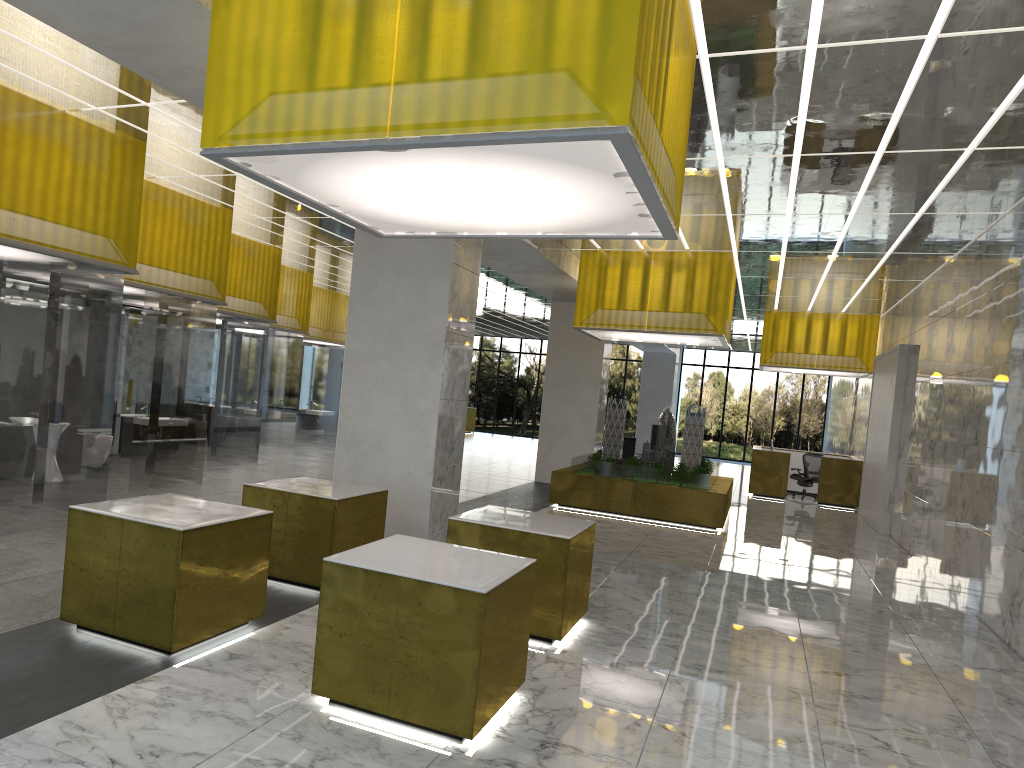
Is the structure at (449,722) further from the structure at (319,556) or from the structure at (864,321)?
the structure at (864,321)

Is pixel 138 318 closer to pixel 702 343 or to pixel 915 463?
pixel 702 343

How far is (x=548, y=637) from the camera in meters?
9.0 m

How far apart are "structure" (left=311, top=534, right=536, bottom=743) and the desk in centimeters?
2328cm

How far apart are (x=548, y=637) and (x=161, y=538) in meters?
4.0

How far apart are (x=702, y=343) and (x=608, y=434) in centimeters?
333cm

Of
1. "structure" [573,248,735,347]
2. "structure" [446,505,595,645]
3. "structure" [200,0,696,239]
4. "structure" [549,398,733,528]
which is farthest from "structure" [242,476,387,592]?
"structure" [573,248,735,347]

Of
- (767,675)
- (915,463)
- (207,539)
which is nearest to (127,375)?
(207,539)

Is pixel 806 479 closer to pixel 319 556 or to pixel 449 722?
pixel 319 556

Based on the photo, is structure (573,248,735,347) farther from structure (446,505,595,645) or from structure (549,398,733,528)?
structure (446,505,595,645)
